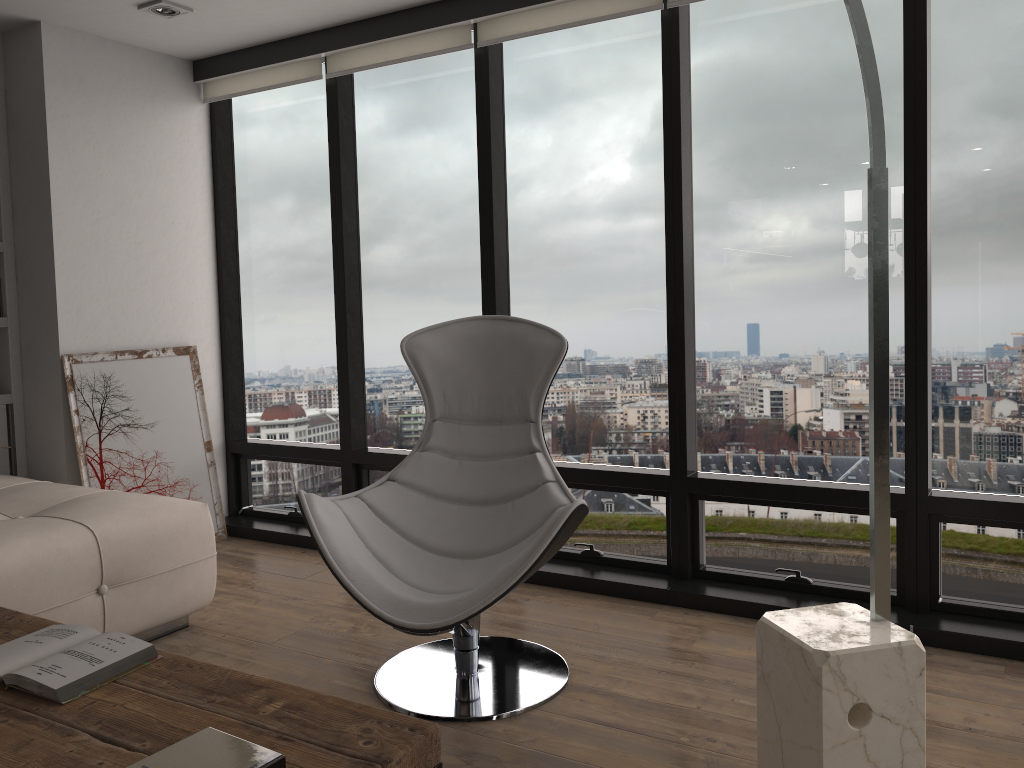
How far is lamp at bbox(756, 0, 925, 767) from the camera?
1.60m

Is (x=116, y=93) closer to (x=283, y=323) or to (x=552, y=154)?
(x=283, y=323)

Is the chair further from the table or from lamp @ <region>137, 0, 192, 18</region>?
lamp @ <region>137, 0, 192, 18</region>

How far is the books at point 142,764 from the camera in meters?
1.3 m

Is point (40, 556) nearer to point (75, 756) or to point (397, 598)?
point (397, 598)

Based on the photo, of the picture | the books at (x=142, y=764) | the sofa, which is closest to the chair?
the sofa

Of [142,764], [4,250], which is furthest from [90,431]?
[142,764]

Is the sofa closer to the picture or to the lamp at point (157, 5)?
the picture

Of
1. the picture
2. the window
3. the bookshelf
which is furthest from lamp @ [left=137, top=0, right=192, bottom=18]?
the picture

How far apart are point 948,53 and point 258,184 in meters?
3.2
